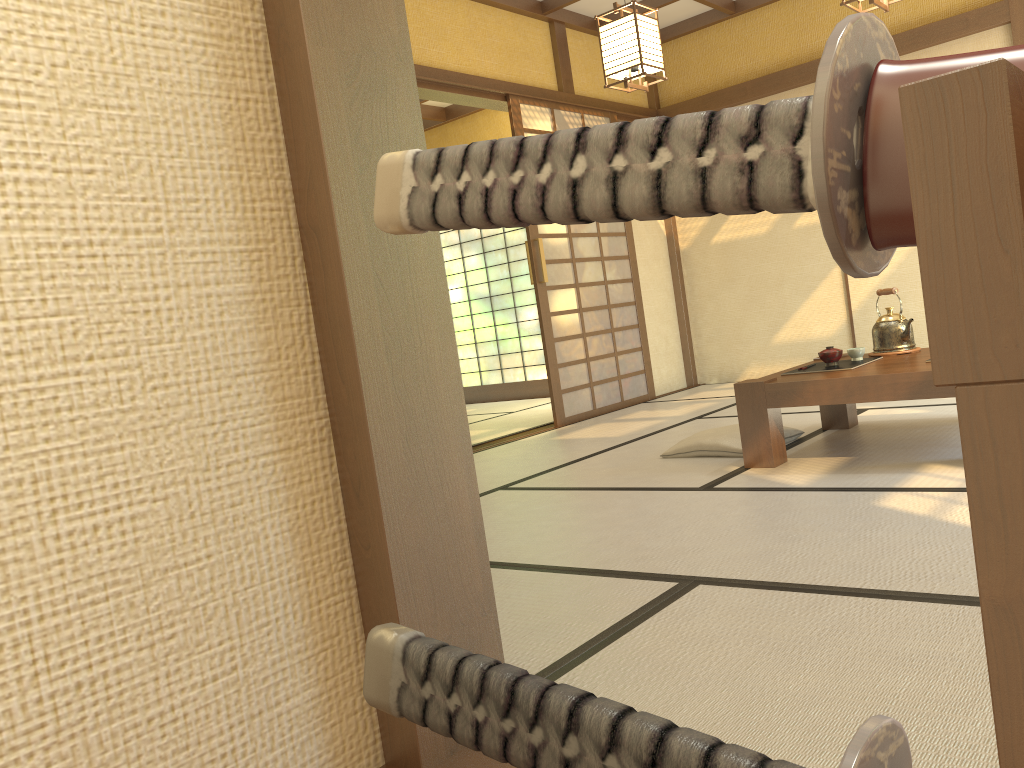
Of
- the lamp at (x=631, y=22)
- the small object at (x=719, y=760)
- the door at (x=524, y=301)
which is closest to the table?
the lamp at (x=631, y=22)

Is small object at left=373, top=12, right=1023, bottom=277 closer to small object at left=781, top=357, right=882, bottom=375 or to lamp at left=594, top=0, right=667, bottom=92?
small object at left=781, top=357, right=882, bottom=375

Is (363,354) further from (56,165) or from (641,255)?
(641,255)

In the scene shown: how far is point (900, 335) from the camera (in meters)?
3.91

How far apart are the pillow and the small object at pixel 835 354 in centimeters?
47cm

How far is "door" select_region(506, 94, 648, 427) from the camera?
6.1m

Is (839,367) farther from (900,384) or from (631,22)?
(631,22)

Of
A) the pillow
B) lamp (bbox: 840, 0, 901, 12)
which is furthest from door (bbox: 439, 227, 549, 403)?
lamp (bbox: 840, 0, 901, 12)

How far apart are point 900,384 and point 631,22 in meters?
2.2 m

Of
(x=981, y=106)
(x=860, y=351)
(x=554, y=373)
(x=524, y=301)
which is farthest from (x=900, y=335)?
(x=524, y=301)
